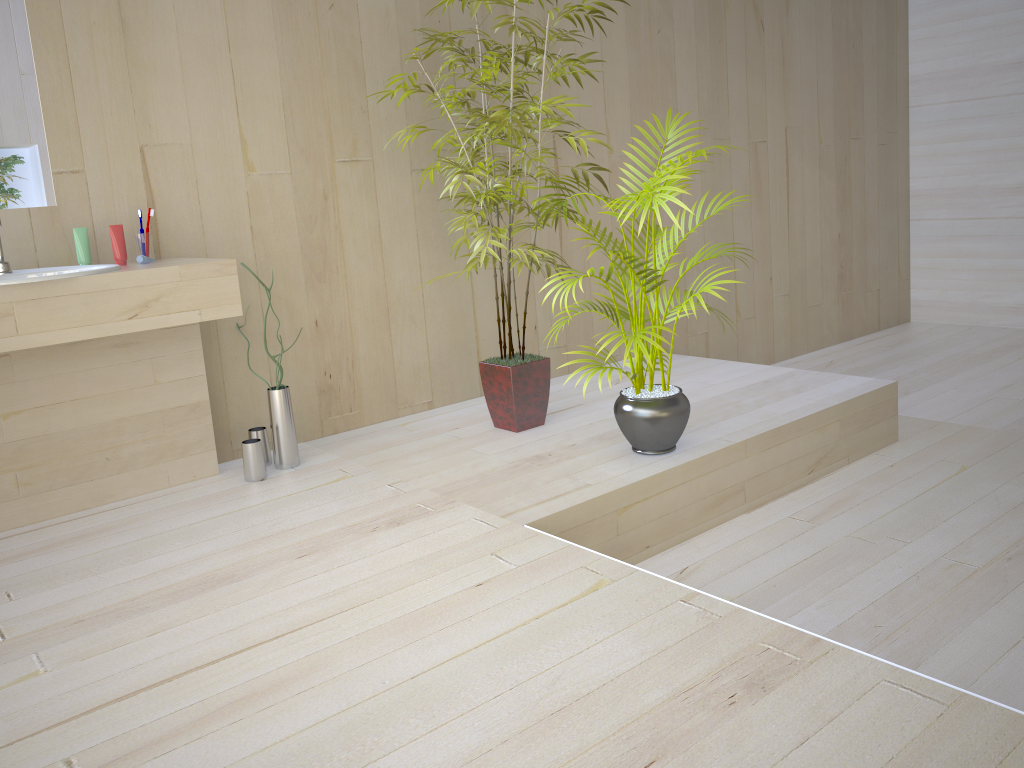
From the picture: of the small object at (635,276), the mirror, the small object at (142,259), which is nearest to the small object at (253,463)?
the small object at (142,259)

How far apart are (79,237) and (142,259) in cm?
22

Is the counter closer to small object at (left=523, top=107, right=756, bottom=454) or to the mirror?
the mirror

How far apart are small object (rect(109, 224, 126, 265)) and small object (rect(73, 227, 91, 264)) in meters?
0.1 m

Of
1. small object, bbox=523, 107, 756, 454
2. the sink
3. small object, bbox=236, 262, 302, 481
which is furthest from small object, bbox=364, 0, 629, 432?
the sink

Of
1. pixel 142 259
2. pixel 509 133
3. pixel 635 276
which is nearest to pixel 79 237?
pixel 142 259

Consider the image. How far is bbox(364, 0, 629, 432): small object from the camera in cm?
318

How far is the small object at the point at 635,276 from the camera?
2.8 meters

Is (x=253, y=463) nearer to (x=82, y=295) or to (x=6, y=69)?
(x=82, y=295)

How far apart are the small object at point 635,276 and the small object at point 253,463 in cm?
116
